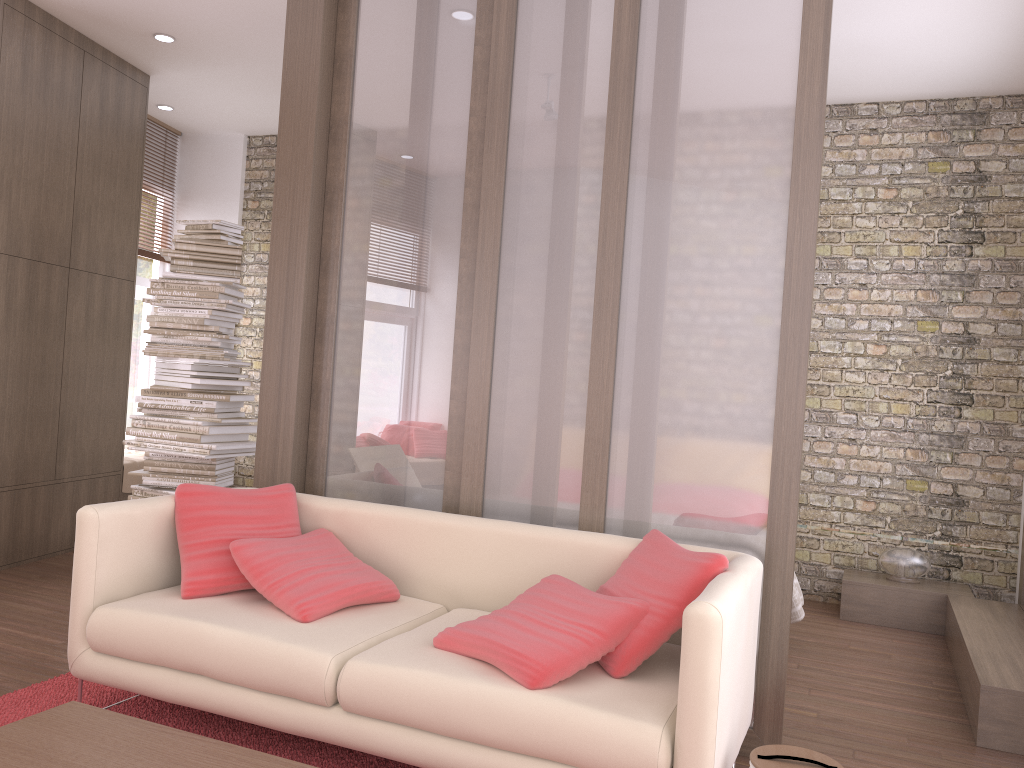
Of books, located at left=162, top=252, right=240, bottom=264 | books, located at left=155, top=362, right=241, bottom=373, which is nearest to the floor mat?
books, located at left=155, top=362, right=241, bottom=373

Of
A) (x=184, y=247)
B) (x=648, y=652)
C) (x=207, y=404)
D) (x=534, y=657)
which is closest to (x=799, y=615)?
(x=648, y=652)

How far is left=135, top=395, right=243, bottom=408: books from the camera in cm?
483

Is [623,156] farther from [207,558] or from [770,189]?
[207,558]

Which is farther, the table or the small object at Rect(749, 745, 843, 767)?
the small object at Rect(749, 745, 843, 767)

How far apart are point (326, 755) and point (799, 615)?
2.56m

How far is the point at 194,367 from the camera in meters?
4.8

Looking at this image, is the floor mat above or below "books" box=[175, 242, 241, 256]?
below

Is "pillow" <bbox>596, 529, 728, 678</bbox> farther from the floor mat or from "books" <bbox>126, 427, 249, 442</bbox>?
"books" <bbox>126, 427, 249, 442</bbox>

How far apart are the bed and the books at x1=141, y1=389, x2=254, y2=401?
3.1 meters
